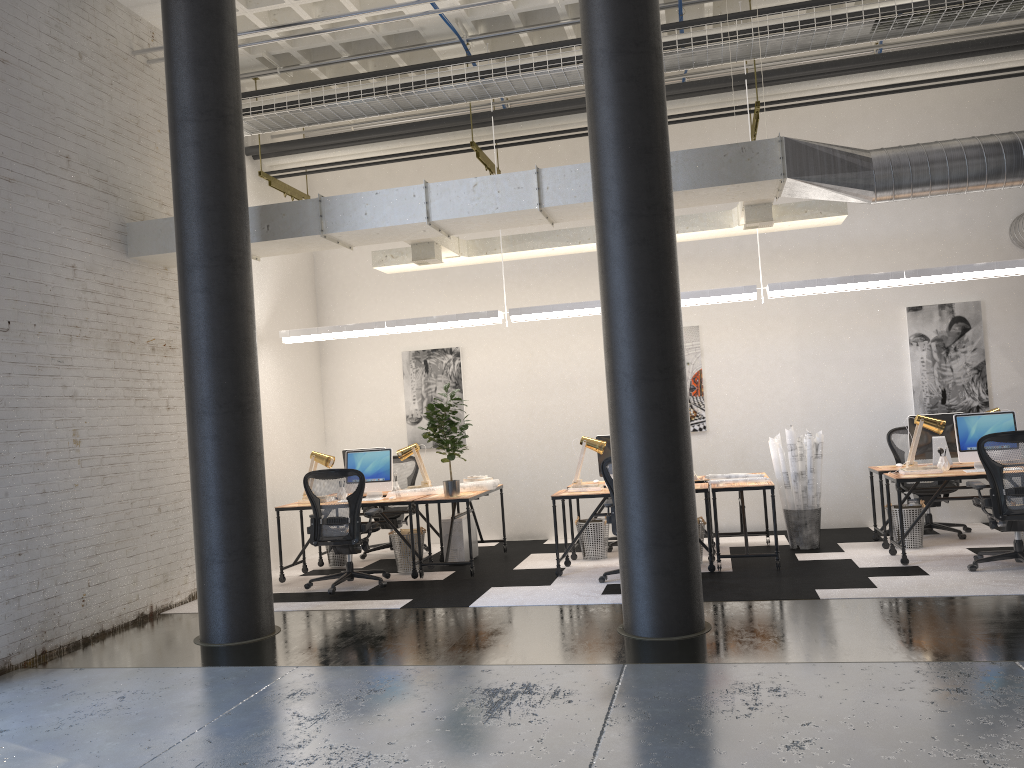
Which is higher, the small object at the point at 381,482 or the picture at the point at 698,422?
the picture at the point at 698,422

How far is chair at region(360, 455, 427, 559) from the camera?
9.7m

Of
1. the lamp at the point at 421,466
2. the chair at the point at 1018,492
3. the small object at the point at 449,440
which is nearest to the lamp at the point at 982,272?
the small object at the point at 449,440

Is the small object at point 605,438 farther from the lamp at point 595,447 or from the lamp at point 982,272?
the lamp at point 982,272

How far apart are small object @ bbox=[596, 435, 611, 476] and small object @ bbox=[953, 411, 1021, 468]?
3.11m

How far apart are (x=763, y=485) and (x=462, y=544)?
3.0 meters

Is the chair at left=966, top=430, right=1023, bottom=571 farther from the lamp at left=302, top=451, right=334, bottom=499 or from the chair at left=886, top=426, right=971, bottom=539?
the lamp at left=302, top=451, right=334, bottom=499

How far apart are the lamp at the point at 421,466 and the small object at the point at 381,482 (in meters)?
0.56

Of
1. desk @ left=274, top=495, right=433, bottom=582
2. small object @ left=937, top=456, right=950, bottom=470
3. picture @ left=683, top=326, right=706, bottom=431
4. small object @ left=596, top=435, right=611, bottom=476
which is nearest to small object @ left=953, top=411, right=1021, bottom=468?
small object @ left=937, top=456, right=950, bottom=470

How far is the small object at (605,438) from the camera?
8.74m
